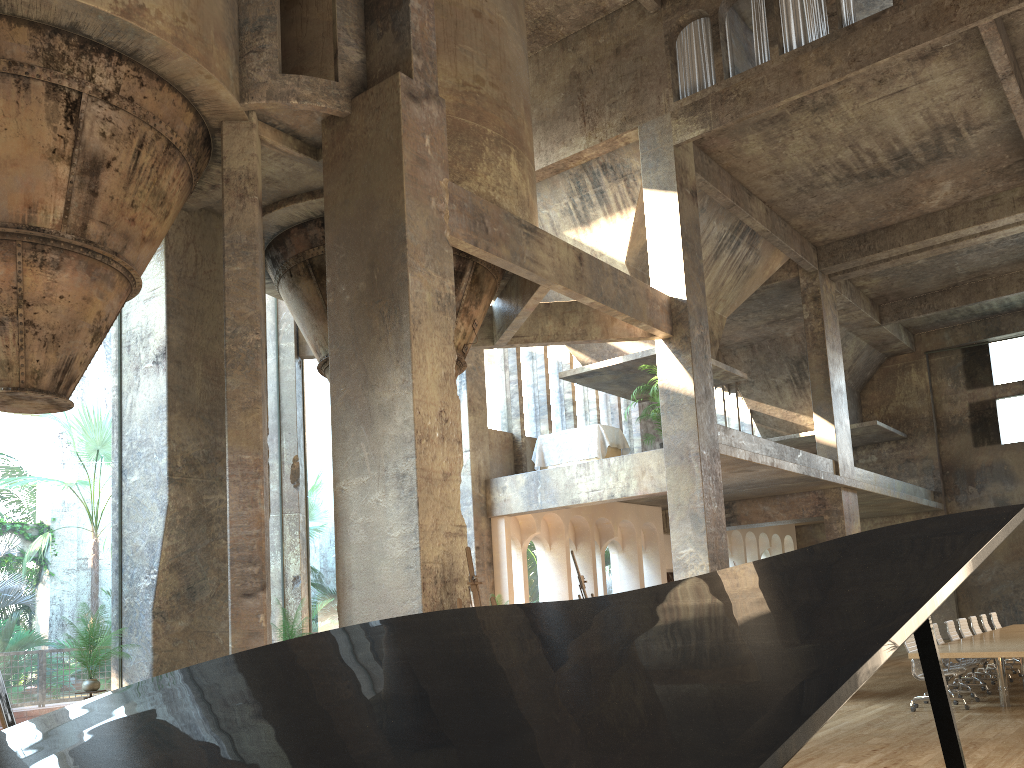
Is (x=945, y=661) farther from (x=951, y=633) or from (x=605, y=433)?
(x=605, y=433)

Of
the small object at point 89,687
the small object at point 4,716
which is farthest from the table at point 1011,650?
the small object at point 4,716

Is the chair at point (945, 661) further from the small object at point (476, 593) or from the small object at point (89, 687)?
the small object at point (89, 687)

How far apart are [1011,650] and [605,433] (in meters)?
7.37

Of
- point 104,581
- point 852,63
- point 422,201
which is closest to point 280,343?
point 422,201

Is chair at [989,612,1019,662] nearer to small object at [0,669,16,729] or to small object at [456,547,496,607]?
small object at [456,547,496,607]

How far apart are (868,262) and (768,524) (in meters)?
6.41

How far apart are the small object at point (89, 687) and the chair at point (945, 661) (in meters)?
10.71

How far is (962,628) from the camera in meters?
13.8

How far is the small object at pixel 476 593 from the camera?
7.30m
